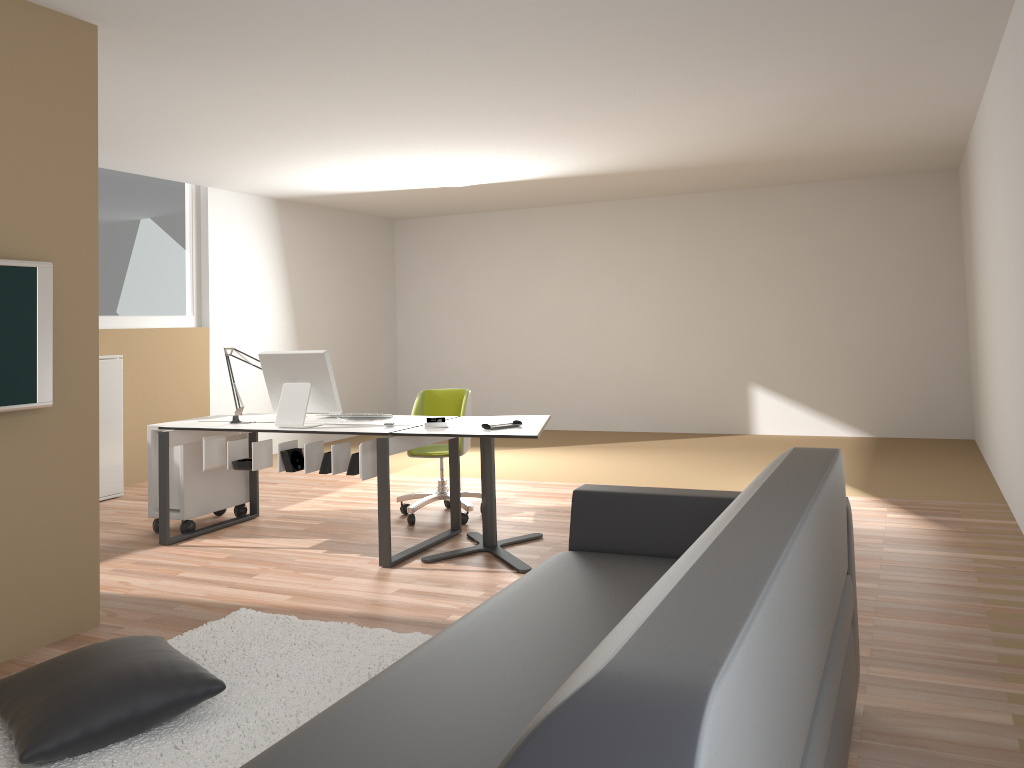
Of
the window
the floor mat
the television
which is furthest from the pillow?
the window

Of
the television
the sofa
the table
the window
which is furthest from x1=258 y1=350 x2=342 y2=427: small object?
the window

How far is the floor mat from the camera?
2.7m

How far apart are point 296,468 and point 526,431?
1.4m

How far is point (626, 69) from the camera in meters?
4.7

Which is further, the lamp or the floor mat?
the lamp

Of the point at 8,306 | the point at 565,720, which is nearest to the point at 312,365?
the point at 8,306

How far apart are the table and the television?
1.7m

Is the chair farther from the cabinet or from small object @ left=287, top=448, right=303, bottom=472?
the cabinet

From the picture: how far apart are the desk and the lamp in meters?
0.1
